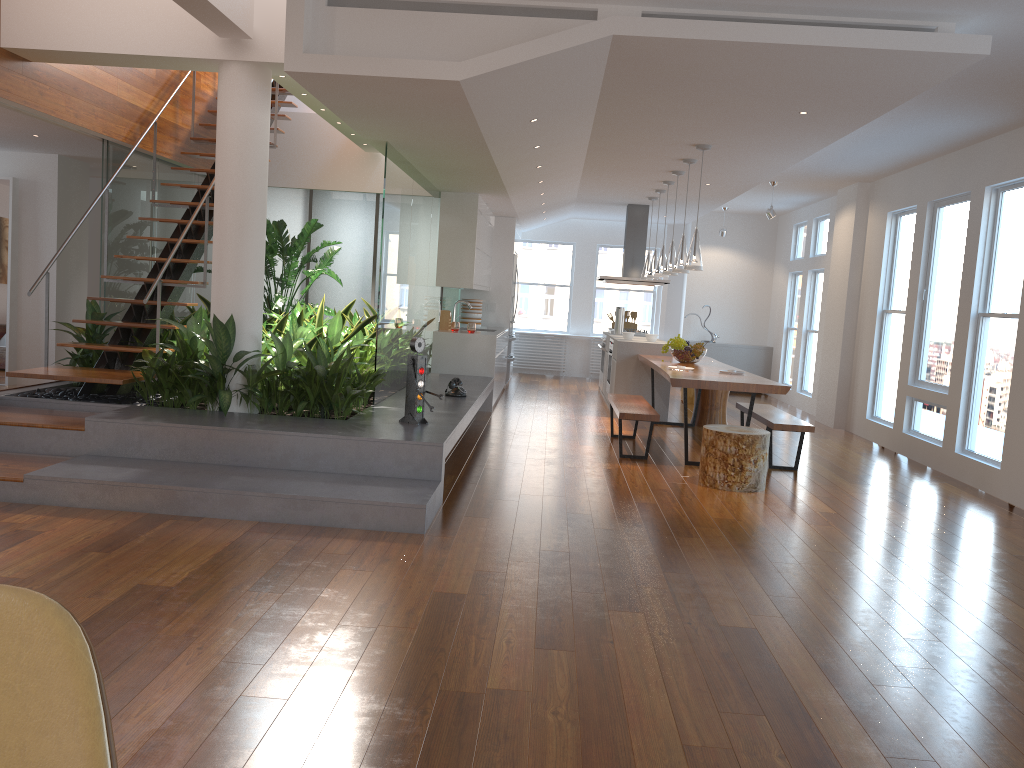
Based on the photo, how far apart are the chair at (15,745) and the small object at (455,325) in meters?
8.2 m

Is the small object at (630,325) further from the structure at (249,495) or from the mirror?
the mirror

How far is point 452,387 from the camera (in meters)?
7.33

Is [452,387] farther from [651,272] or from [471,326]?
[651,272]

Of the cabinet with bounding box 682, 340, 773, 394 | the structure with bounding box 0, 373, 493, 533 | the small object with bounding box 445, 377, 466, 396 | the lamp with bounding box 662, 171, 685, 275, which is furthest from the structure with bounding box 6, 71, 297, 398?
the cabinet with bounding box 682, 340, 773, 394

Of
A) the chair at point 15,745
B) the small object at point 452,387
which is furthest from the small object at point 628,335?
the chair at point 15,745

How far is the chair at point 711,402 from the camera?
9.25m

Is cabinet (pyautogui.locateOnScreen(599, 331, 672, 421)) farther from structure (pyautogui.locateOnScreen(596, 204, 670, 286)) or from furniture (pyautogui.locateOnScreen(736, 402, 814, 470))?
furniture (pyautogui.locateOnScreen(736, 402, 814, 470))

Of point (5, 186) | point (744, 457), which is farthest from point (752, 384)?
point (5, 186)

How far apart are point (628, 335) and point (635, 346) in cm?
46
